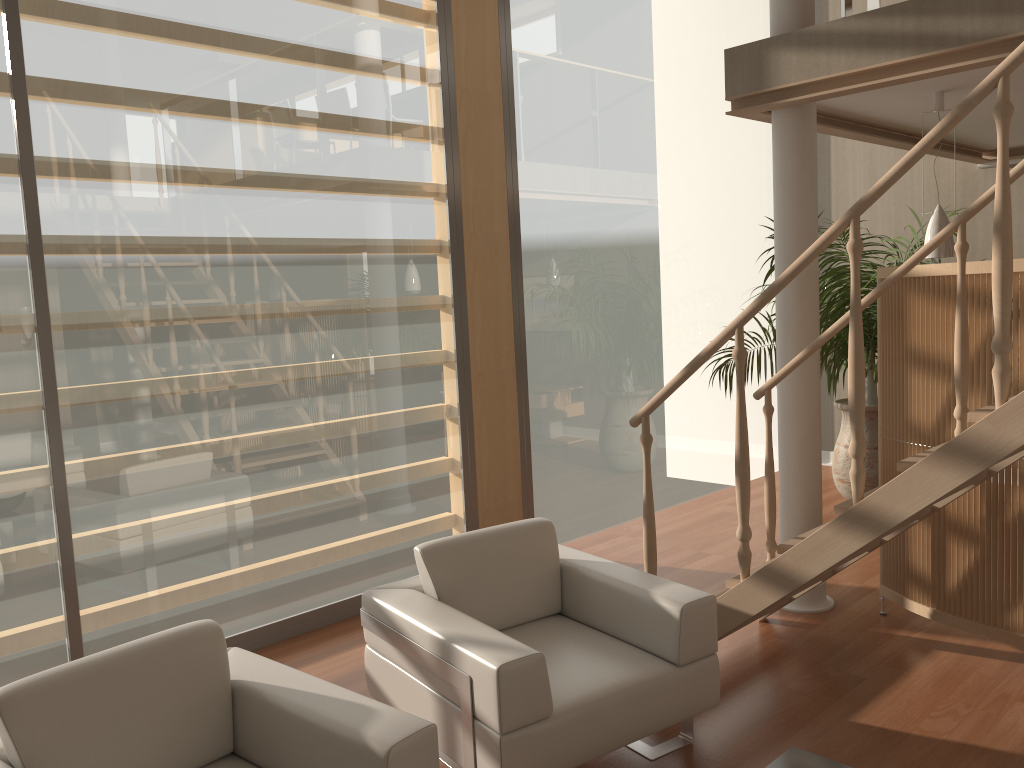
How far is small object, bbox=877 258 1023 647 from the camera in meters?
3.6 m

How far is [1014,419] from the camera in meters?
2.5

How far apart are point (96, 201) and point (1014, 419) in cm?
339

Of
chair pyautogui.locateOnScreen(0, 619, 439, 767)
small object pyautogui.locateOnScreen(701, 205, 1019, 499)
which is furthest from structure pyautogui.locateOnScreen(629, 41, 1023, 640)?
small object pyautogui.locateOnScreen(701, 205, 1019, 499)

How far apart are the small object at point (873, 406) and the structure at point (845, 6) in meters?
1.6 m

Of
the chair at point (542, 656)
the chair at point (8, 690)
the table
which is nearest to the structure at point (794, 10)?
the chair at point (542, 656)

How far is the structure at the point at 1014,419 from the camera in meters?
2.5 m

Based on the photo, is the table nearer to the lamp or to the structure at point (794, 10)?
the lamp

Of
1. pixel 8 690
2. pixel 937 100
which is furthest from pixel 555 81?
pixel 8 690

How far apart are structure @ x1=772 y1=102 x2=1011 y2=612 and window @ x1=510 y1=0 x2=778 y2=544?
0.73m
